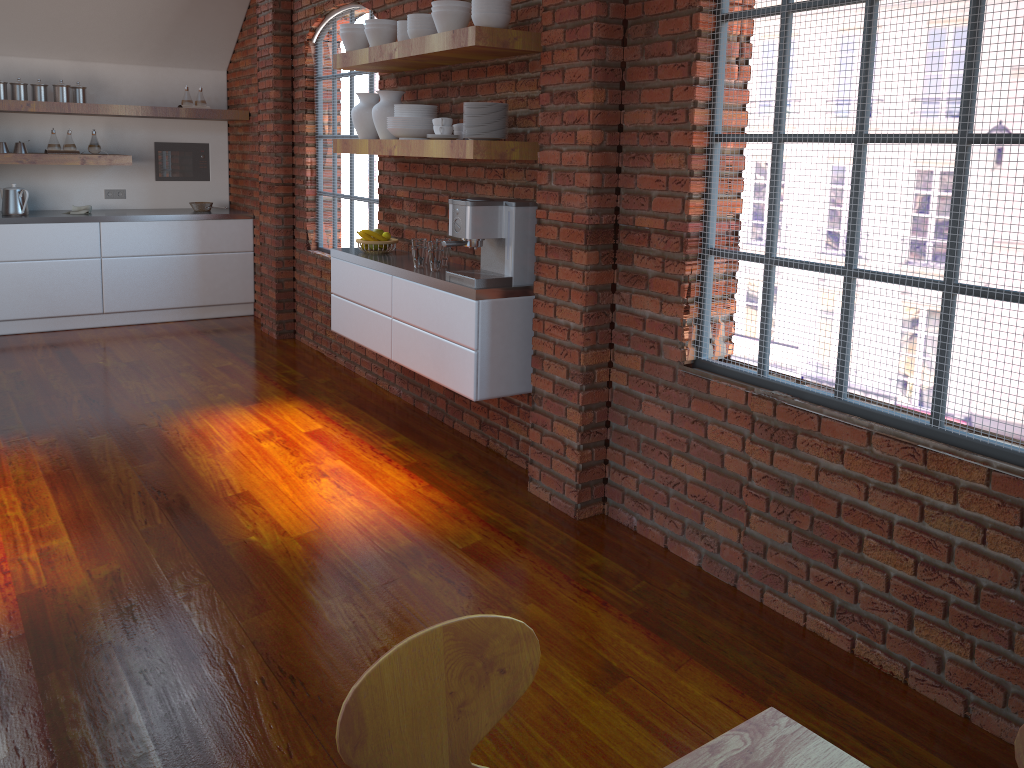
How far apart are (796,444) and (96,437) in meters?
3.4

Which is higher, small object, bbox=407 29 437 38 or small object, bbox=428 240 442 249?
small object, bbox=407 29 437 38

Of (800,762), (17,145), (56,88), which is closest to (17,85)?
(56,88)

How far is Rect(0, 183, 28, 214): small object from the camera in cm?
647

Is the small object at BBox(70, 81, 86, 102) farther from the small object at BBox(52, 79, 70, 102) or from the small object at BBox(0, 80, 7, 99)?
the small object at BBox(0, 80, 7, 99)

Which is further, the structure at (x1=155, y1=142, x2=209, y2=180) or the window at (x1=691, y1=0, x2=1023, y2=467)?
the structure at (x1=155, y1=142, x2=209, y2=180)

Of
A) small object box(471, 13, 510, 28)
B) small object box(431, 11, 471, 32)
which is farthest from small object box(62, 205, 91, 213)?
small object box(471, 13, 510, 28)

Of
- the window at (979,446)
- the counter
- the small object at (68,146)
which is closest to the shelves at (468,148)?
the window at (979,446)

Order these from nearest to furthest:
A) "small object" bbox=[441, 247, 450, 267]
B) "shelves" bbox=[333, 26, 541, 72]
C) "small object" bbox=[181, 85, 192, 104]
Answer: "shelves" bbox=[333, 26, 541, 72], "small object" bbox=[441, 247, 450, 267], "small object" bbox=[181, 85, 192, 104]

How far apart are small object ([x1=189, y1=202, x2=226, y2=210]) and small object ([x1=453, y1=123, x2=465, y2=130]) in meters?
4.0 m
